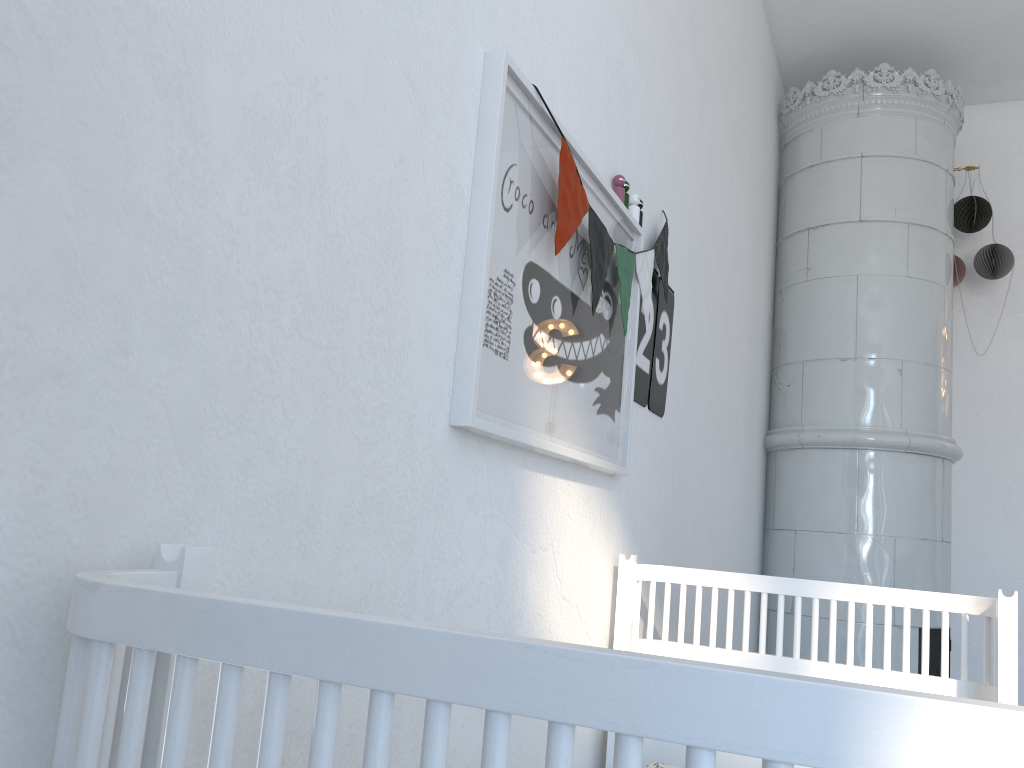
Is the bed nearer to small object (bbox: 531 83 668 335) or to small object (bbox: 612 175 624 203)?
small object (bbox: 531 83 668 335)

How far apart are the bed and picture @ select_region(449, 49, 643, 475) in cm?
16

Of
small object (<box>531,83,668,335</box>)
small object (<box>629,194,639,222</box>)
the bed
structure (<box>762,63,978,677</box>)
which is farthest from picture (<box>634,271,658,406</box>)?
structure (<box>762,63,978,677</box>)

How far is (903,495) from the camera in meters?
3.3

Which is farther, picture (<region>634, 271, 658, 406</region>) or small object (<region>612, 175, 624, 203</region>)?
picture (<region>634, 271, 658, 406</region>)

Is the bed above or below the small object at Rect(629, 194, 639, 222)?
below

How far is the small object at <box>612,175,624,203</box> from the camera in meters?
1.7

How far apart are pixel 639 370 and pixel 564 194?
0.6 meters

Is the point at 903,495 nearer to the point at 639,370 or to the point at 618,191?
the point at 639,370

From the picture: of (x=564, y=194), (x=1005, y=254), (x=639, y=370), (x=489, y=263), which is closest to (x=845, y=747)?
(x=489, y=263)
